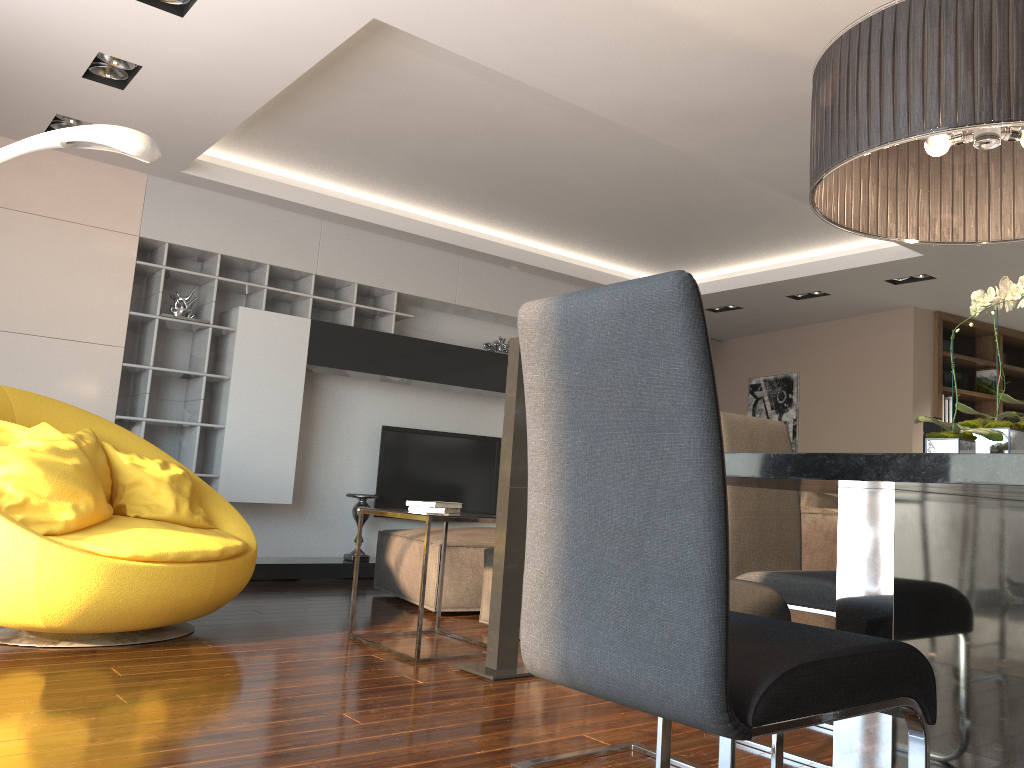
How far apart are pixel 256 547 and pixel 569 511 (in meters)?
3.34

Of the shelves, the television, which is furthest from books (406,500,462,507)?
the television

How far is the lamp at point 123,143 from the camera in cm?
289

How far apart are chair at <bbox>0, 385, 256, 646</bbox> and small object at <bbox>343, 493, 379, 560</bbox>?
1.9 meters

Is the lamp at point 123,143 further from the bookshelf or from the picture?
the picture

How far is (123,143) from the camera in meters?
2.9

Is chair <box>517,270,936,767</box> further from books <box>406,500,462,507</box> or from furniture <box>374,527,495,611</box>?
furniture <box>374,527,495,611</box>

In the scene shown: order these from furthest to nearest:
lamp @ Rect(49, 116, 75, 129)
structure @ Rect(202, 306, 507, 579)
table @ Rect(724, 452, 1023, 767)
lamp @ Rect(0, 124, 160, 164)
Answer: structure @ Rect(202, 306, 507, 579) → lamp @ Rect(49, 116, 75, 129) → lamp @ Rect(0, 124, 160, 164) → table @ Rect(724, 452, 1023, 767)

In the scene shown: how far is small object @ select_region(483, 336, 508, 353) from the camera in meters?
7.3

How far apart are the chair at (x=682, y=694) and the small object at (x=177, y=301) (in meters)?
4.96
